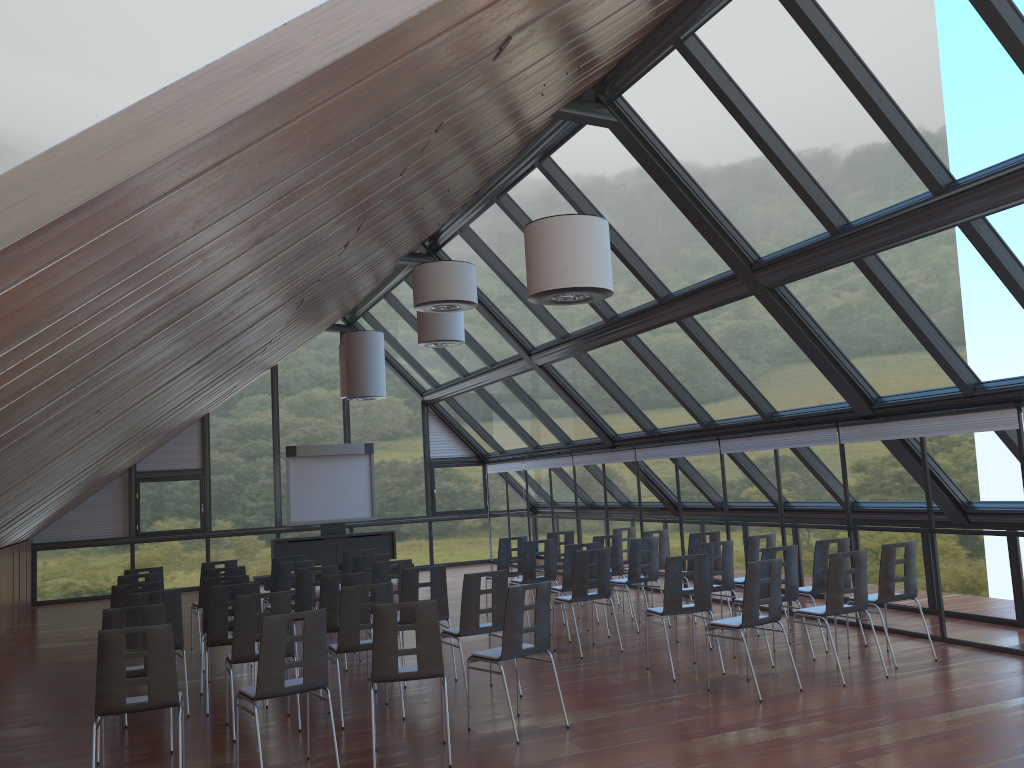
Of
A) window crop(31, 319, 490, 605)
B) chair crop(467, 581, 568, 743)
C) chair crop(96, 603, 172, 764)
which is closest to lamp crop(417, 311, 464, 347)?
chair crop(467, 581, 568, 743)

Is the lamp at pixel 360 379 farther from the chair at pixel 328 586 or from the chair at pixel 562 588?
the chair at pixel 328 586

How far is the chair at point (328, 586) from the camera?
9.0m

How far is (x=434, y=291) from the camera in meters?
9.0 m

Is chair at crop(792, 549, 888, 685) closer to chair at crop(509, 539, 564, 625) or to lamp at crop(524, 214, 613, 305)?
lamp at crop(524, 214, 613, 305)

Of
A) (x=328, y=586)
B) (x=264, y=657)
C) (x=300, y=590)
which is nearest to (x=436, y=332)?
(x=300, y=590)

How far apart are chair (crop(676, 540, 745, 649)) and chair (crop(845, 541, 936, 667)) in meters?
1.8 m

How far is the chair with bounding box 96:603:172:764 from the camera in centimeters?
718cm

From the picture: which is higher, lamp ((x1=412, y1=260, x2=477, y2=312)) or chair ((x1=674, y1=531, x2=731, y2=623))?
lamp ((x1=412, y1=260, x2=477, y2=312))

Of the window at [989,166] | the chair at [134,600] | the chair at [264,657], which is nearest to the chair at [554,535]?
the window at [989,166]
